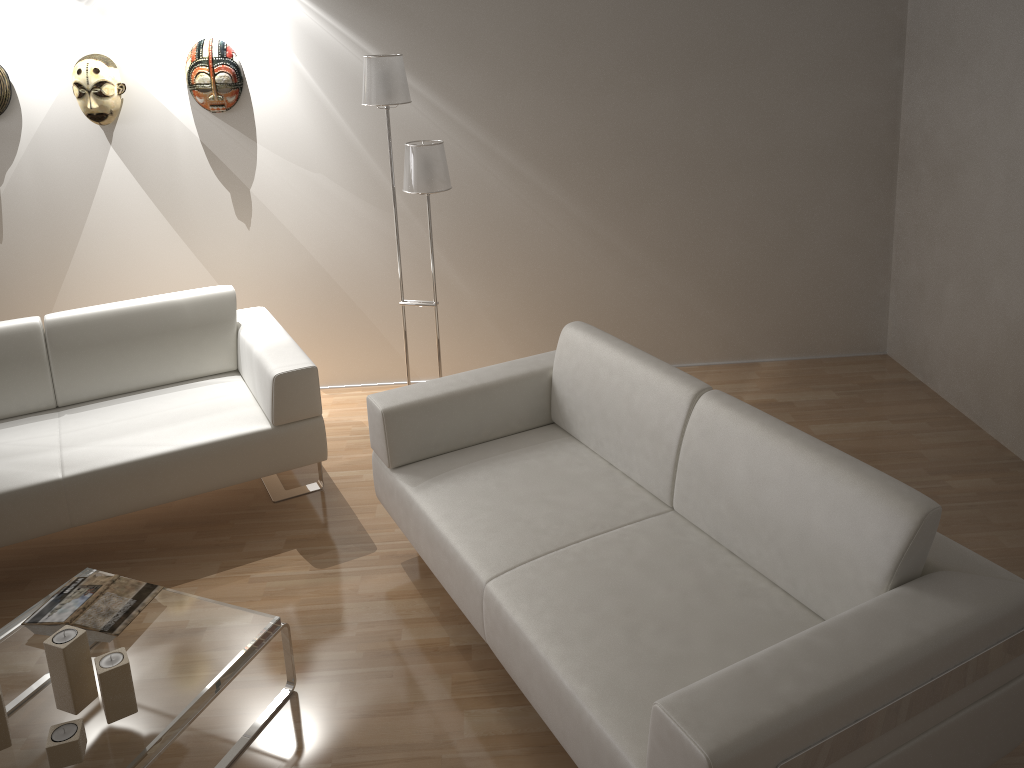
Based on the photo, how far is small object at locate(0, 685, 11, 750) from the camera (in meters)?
2.03

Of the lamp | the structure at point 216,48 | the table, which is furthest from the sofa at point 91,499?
→ the structure at point 216,48

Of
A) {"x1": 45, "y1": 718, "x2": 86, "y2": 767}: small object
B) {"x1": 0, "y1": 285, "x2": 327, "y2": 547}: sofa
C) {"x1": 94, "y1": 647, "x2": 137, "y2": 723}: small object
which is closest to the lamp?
{"x1": 0, "y1": 285, "x2": 327, "y2": 547}: sofa

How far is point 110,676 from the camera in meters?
2.1

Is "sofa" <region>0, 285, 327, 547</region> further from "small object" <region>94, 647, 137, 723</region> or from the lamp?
"small object" <region>94, 647, 137, 723</region>

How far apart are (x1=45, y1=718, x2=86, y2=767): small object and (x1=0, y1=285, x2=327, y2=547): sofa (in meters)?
1.13

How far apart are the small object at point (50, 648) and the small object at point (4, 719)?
0.13m

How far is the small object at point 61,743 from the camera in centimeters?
198cm

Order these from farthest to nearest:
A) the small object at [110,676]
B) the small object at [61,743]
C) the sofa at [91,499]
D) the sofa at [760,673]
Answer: the sofa at [91,499], the small object at [110,676], the small object at [61,743], the sofa at [760,673]

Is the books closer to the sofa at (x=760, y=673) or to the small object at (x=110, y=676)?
the small object at (x=110, y=676)
